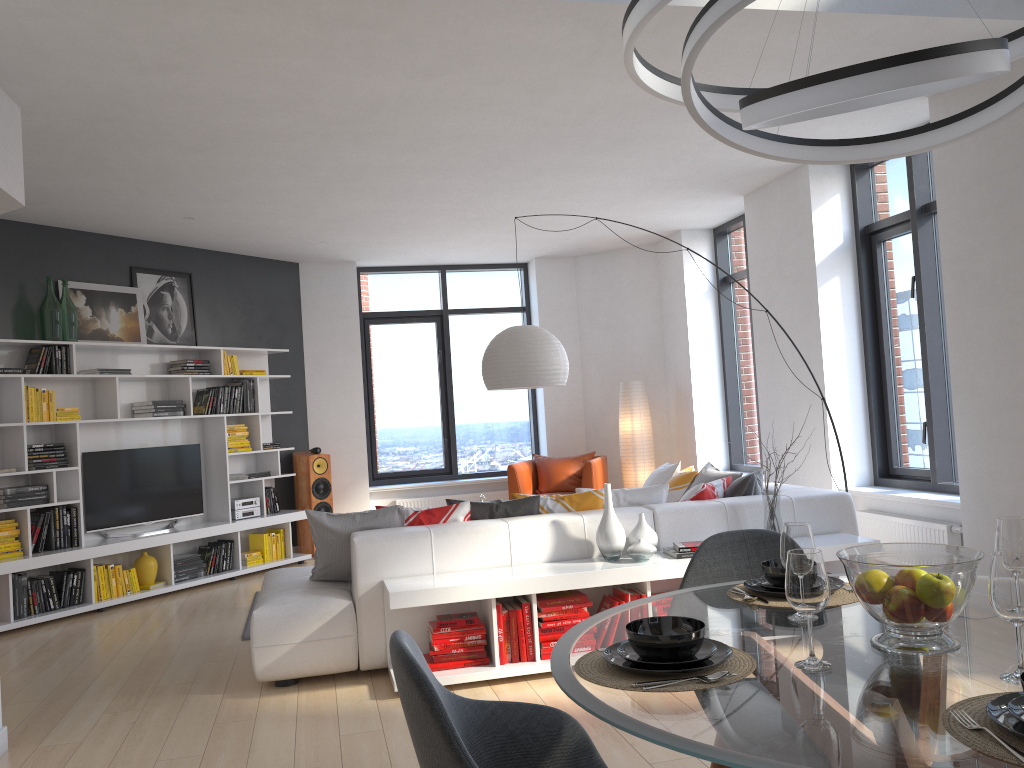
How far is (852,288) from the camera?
6.5m

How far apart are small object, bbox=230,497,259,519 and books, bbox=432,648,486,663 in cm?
420

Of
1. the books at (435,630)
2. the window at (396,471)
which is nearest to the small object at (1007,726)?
the books at (435,630)

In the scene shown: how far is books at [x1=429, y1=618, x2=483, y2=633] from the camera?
4.31m

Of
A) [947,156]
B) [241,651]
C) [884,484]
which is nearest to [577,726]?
[241,651]

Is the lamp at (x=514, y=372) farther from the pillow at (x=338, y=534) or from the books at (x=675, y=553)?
the books at (x=675, y=553)

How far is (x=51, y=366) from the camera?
6.7 meters

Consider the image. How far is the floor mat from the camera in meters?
5.5

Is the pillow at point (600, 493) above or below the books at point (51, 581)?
above

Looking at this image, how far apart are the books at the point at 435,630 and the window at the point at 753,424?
4.7 meters
